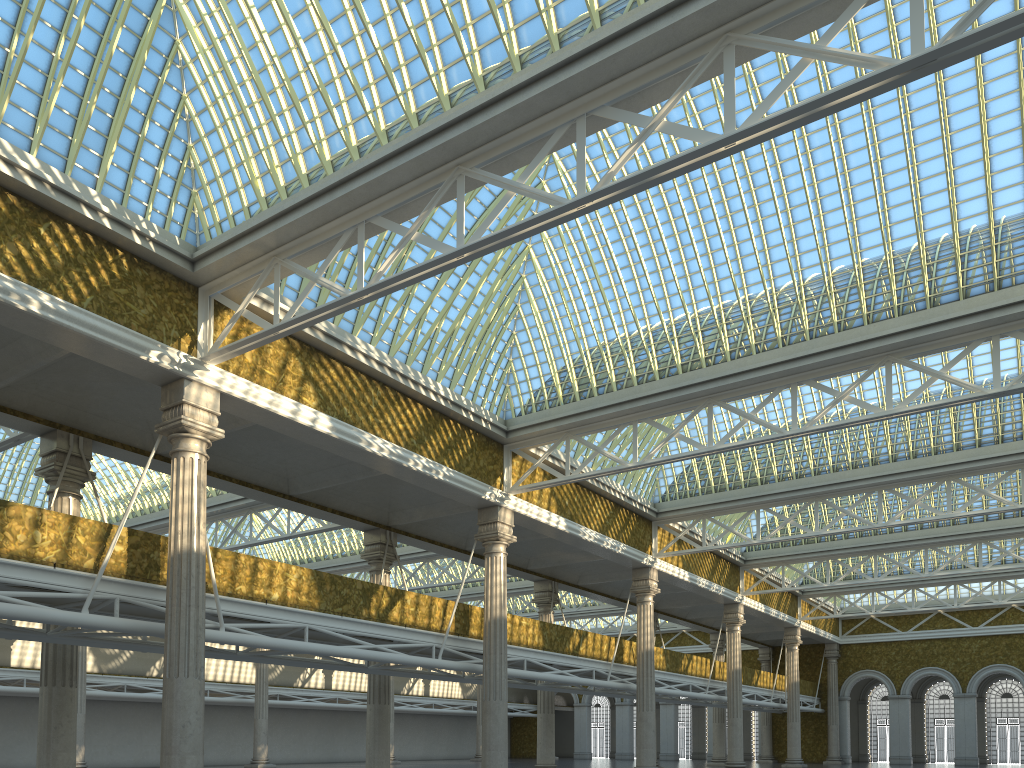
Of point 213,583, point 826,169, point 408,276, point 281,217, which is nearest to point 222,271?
point 281,217

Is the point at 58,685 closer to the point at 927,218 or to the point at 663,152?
the point at 663,152
